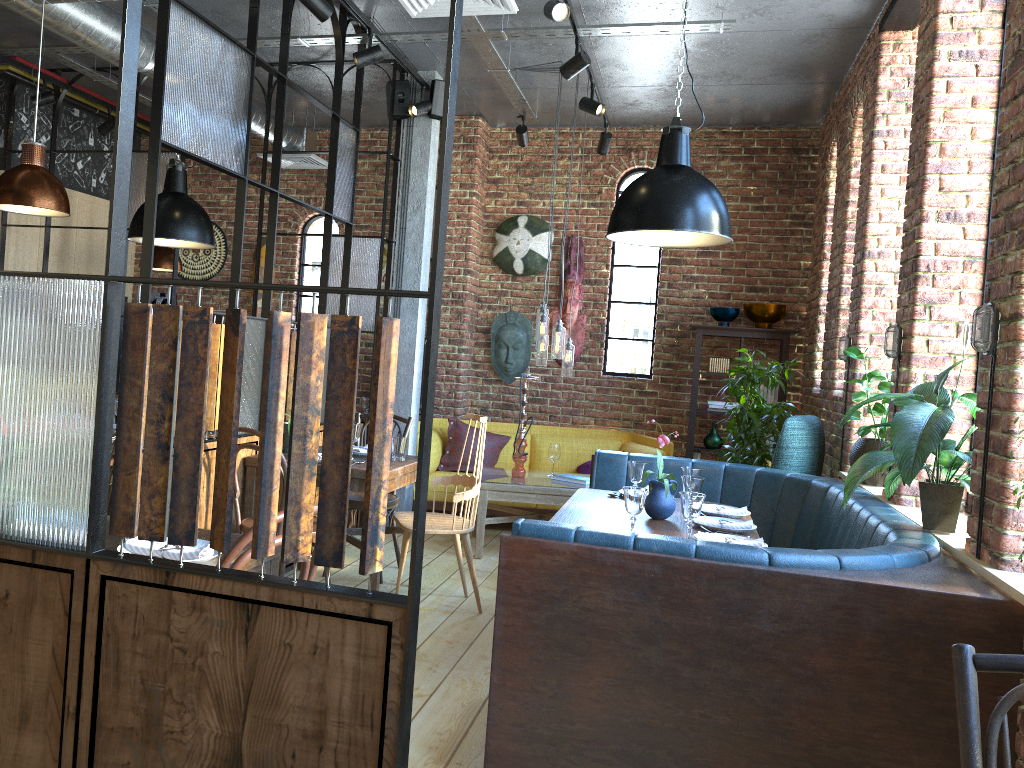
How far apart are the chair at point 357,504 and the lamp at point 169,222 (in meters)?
1.32

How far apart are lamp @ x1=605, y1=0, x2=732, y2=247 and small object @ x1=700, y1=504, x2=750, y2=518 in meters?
1.2

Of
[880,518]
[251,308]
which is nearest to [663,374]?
[251,308]

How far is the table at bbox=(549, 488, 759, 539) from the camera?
3.67m

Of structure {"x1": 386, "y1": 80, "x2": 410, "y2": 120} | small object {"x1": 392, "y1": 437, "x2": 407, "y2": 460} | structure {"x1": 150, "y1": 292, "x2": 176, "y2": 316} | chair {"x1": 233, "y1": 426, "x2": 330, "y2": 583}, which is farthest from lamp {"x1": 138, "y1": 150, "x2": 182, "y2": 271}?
chair {"x1": 233, "y1": 426, "x2": 330, "y2": 583}

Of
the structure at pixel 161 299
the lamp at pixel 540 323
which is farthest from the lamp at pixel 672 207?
the structure at pixel 161 299

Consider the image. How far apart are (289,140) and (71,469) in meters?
5.8

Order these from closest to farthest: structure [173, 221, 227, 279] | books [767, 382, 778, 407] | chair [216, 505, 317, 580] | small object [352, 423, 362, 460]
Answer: chair [216, 505, 317, 580]
small object [352, 423, 362, 460]
books [767, 382, 778, 407]
structure [173, 221, 227, 279]

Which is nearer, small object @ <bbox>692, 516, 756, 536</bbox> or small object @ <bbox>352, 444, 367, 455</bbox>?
small object @ <bbox>692, 516, 756, 536</bbox>

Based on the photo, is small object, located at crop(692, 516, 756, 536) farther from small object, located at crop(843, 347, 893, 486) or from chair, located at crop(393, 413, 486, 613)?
chair, located at crop(393, 413, 486, 613)
